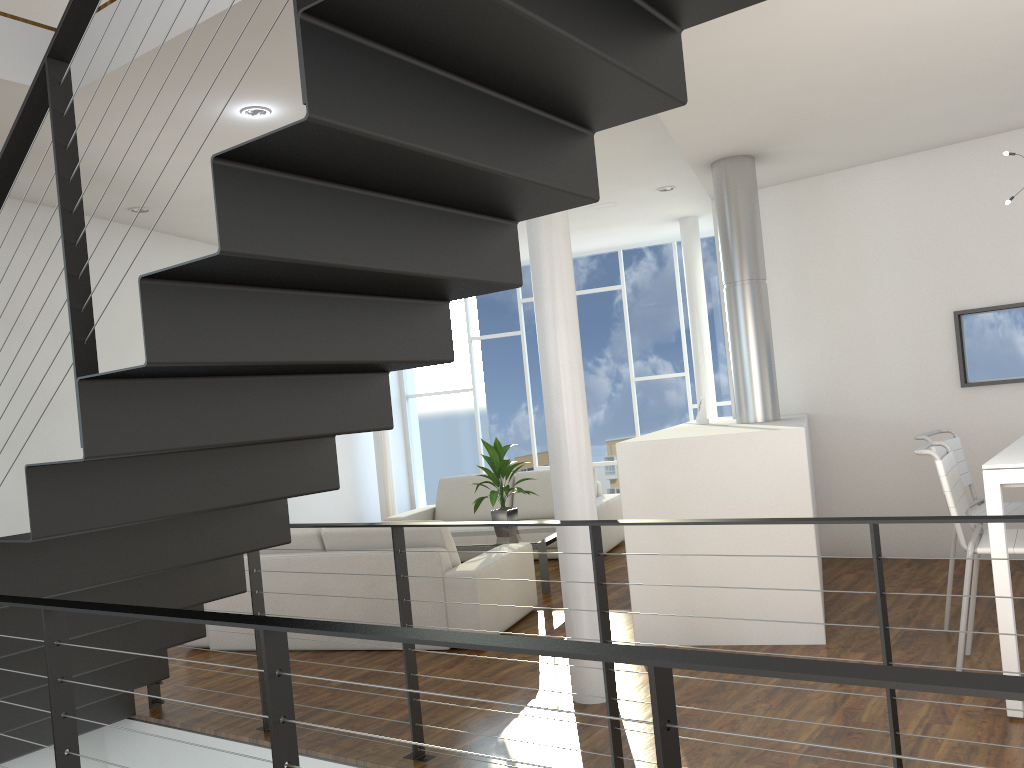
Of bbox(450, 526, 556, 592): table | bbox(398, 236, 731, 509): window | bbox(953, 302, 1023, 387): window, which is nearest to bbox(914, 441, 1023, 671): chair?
bbox(953, 302, 1023, 387): window

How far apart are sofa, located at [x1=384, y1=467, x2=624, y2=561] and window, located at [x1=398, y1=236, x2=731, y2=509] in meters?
1.7 m

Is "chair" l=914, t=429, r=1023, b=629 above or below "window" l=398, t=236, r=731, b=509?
below

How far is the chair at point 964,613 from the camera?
2.8m

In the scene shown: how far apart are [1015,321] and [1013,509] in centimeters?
160cm

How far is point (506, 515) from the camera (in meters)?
5.19

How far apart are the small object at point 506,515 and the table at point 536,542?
0.0 meters

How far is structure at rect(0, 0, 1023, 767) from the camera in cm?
146

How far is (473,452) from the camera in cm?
865

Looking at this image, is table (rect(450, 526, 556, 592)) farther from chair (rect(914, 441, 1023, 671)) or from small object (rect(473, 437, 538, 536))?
chair (rect(914, 441, 1023, 671))
